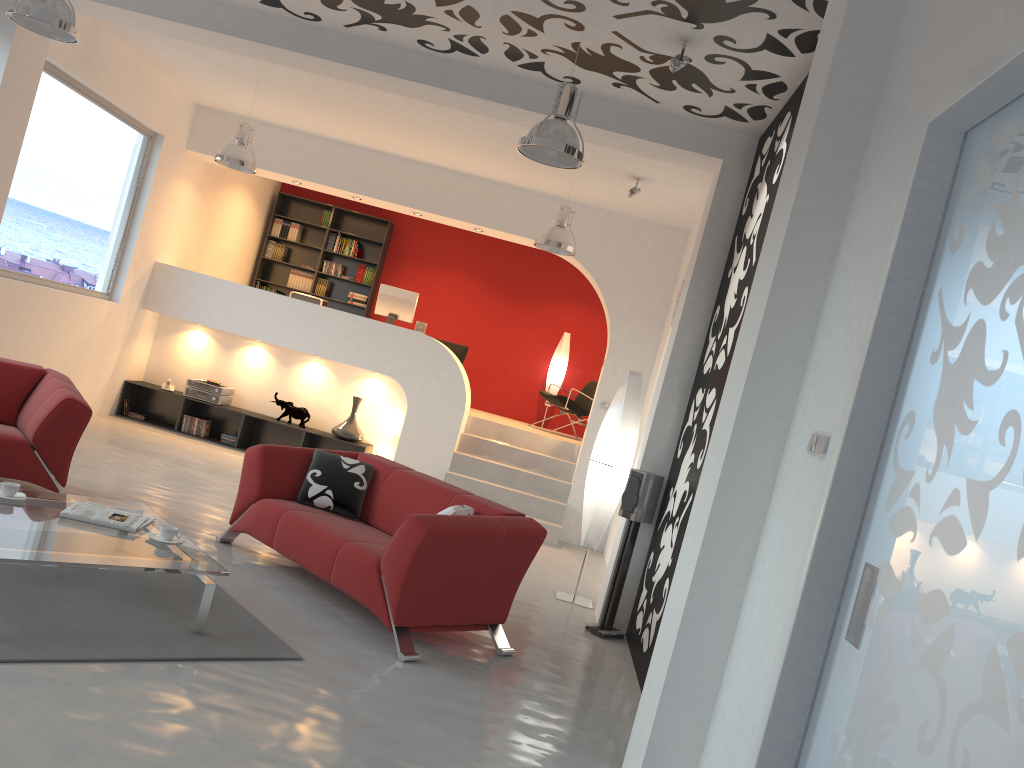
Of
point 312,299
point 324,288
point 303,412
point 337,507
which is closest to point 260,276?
point 324,288

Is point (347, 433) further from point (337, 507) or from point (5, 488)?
point (5, 488)

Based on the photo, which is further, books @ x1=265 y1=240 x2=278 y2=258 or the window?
books @ x1=265 y1=240 x2=278 y2=258

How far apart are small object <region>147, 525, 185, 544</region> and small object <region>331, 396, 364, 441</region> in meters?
5.3 m

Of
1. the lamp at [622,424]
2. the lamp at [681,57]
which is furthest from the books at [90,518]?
the lamp at [681,57]

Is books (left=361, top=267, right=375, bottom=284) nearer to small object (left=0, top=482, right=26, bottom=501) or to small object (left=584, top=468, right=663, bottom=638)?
small object (left=584, top=468, right=663, bottom=638)

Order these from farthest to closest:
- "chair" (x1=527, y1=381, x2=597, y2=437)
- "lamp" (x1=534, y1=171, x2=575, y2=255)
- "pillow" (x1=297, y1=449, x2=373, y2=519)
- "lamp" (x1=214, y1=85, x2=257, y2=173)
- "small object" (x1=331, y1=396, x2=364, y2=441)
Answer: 1. "chair" (x1=527, y1=381, x2=597, y2=437)
2. "small object" (x1=331, y1=396, x2=364, y2=441)
3. "lamp" (x1=214, y1=85, x2=257, y2=173)
4. "lamp" (x1=534, y1=171, x2=575, y2=255)
5. "pillow" (x1=297, y1=449, x2=373, y2=519)

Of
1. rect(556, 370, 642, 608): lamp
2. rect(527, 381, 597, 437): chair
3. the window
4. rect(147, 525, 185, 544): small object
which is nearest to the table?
rect(147, 525, 185, 544): small object

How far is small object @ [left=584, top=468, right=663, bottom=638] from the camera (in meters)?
5.78

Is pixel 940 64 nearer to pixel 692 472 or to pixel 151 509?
pixel 692 472
